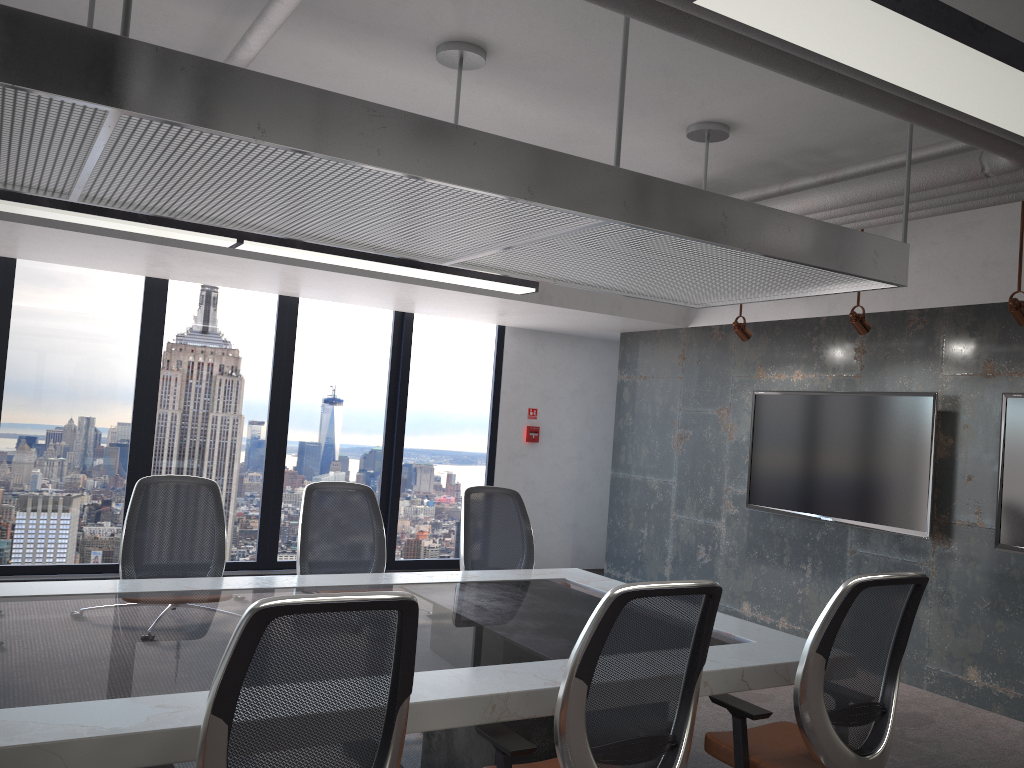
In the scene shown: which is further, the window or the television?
the window

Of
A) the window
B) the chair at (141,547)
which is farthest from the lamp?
the window

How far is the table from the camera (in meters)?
2.17

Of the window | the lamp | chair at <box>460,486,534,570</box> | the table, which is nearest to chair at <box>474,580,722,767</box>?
the table

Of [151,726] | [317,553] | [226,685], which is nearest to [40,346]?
[317,553]

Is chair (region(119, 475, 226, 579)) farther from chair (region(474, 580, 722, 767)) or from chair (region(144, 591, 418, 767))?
chair (region(144, 591, 418, 767))

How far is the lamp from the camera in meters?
Result: 1.9

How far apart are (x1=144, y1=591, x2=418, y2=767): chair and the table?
0.3 meters

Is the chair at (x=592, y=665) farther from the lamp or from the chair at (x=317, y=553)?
the chair at (x=317, y=553)

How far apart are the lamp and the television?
2.27m
